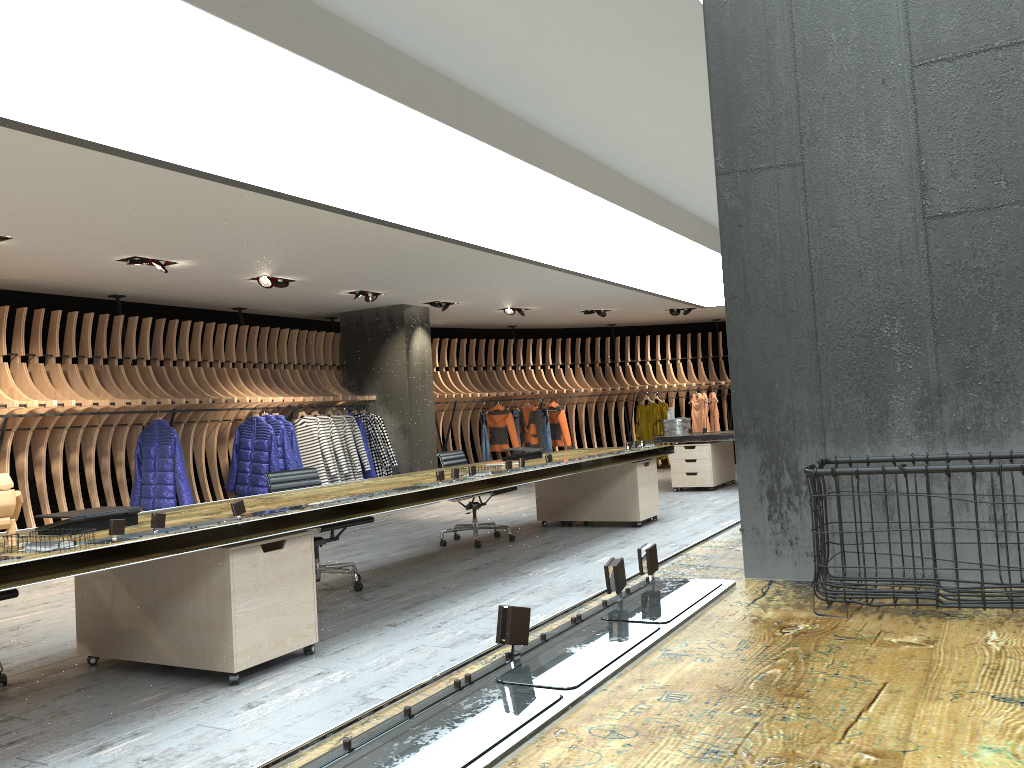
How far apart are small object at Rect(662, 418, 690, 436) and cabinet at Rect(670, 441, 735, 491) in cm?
24

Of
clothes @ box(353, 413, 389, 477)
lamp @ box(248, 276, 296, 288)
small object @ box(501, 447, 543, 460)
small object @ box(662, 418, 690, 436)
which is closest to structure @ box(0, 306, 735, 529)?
clothes @ box(353, 413, 389, 477)

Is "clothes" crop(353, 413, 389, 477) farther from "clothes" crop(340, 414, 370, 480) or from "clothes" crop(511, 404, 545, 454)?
"clothes" crop(511, 404, 545, 454)

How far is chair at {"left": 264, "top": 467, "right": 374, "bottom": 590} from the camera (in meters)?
6.32

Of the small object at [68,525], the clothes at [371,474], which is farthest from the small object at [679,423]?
the small object at [68,525]

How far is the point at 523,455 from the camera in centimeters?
800cm

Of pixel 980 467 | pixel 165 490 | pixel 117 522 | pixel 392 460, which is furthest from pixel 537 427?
pixel 980 467

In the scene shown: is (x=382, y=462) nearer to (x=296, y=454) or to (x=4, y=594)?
(x=296, y=454)

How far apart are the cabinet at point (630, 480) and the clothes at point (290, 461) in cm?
309

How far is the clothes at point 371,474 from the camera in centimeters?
1166cm
